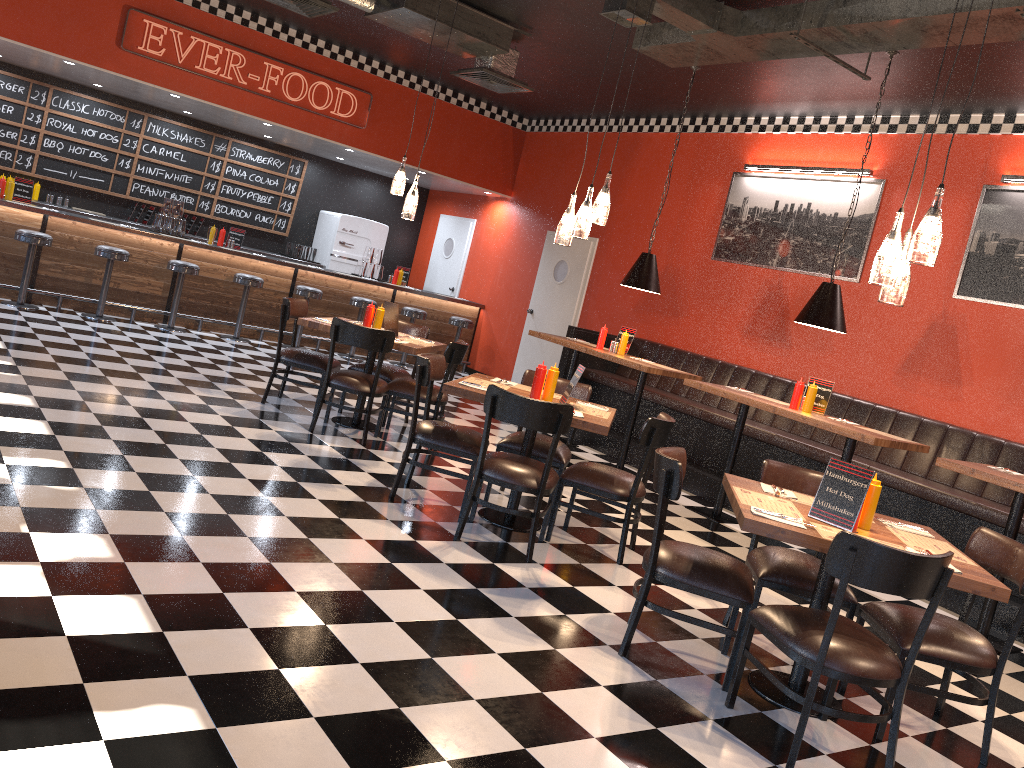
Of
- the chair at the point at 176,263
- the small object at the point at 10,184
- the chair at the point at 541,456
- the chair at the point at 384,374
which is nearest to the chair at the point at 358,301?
the chair at the point at 176,263

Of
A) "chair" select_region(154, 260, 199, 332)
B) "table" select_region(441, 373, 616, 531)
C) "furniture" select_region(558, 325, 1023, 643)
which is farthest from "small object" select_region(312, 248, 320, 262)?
"table" select_region(441, 373, 616, 531)

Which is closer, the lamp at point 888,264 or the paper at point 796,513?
the lamp at point 888,264

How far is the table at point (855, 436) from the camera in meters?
5.8

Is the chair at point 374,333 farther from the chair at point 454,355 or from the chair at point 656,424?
the chair at point 656,424

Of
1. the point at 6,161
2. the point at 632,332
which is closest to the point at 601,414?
the point at 632,332

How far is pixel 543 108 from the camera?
11.2 meters

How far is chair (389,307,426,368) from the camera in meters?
11.5 m

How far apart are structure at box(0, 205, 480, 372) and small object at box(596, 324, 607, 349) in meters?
4.3

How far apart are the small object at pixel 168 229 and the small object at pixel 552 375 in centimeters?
673cm
